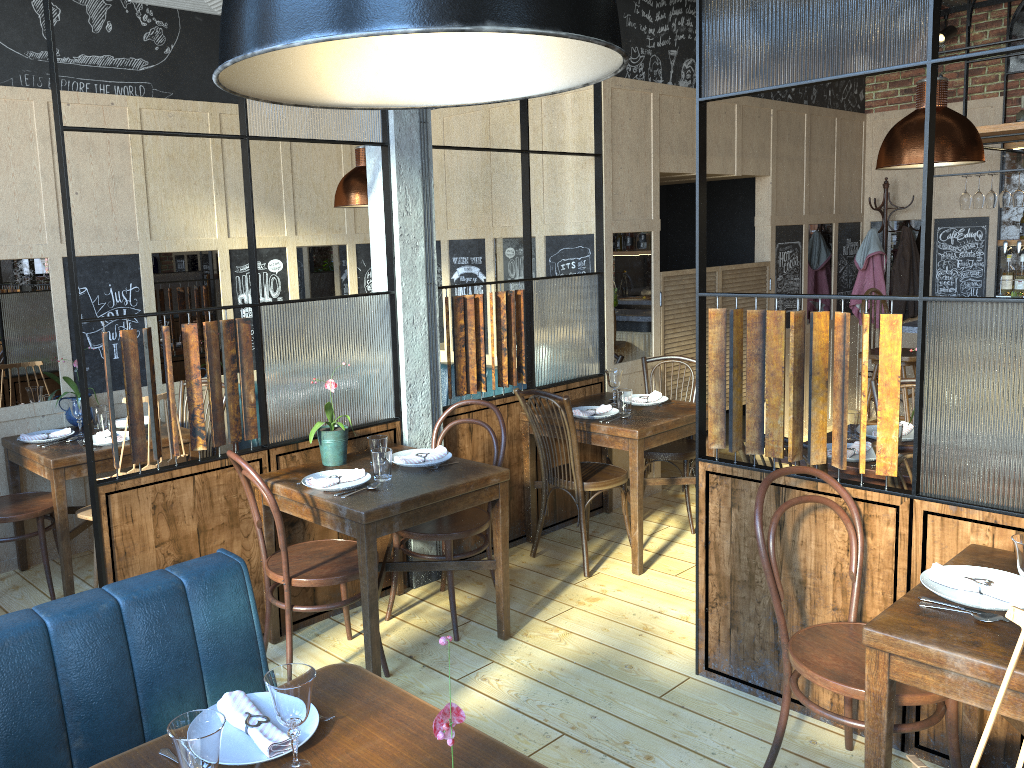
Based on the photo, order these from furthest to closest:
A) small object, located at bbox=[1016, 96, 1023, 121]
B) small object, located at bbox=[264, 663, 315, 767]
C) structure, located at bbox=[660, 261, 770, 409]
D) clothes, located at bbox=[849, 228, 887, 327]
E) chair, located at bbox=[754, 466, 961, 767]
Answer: clothes, located at bbox=[849, 228, 887, 327] < small object, located at bbox=[1016, 96, 1023, 121] < structure, located at bbox=[660, 261, 770, 409] < chair, located at bbox=[754, 466, 961, 767] < small object, located at bbox=[264, 663, 315, 767]

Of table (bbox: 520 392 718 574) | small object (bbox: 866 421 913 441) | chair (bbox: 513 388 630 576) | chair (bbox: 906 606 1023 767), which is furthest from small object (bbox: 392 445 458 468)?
chair (bbox: 906 606 1023 767)

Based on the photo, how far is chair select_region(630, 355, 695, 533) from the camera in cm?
490

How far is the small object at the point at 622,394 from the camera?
4.57m

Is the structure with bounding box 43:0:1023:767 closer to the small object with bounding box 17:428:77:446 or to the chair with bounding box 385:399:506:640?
the chair with bounding box 385:399:506:640

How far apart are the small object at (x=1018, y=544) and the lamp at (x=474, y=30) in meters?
1.6

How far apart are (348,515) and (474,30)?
2.4 meters

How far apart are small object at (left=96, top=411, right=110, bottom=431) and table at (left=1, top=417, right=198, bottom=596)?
0.2 meters

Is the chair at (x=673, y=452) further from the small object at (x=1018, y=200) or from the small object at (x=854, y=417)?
the small object at (x=1018, y=200)

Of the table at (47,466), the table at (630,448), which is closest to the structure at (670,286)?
the table at (630,448)
